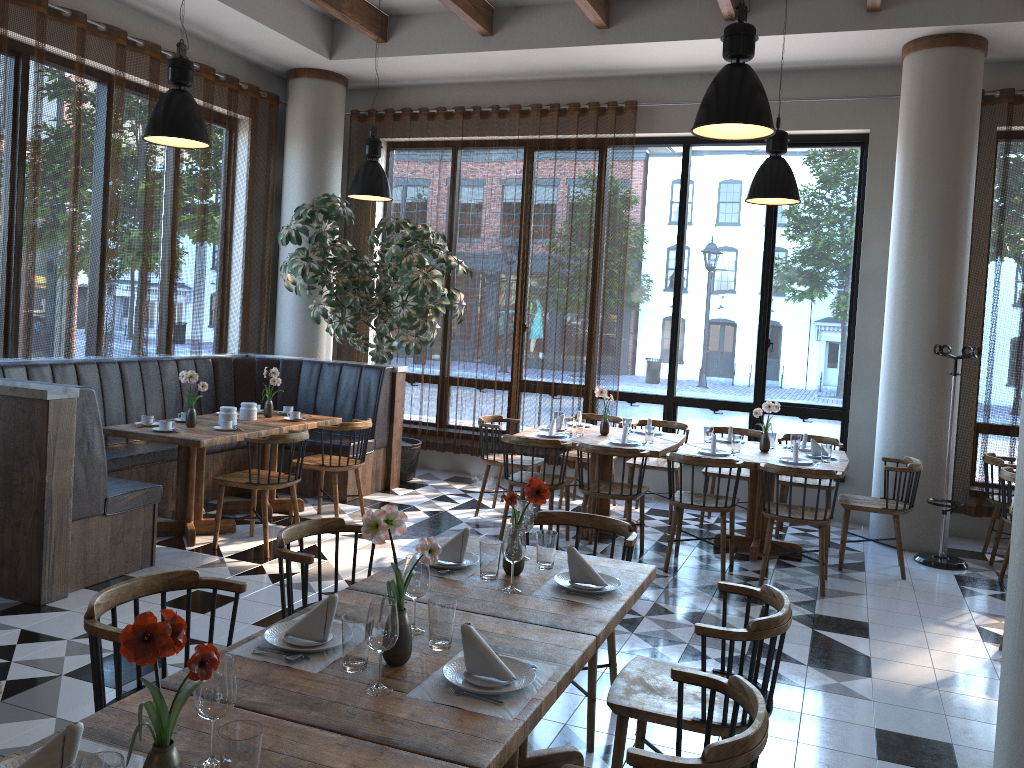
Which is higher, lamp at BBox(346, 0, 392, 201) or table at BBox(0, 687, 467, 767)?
lamp at BBox(346, 0, 392, 201)

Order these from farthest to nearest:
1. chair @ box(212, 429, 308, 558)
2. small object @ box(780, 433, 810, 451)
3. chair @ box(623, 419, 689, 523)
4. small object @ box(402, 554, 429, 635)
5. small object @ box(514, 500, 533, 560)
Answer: chair @ box(623, 419, 689, 523), small object @ box(780, 433, 810, 451), chair @ box(212, 429, 308, 558), small object @ box(514, 500, 533, 560), small object @ box(402, 554, 429, 635)

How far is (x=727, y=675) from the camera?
2.68m

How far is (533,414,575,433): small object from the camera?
7.23m

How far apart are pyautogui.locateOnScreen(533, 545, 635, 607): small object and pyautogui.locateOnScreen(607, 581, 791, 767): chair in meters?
0.3

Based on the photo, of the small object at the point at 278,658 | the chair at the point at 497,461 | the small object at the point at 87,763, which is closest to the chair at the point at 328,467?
the chair at the point at 497,461

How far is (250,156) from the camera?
8.7 meters

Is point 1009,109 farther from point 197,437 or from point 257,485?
point 197,437

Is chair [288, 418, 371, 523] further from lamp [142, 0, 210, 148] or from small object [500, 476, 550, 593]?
small object [500, 476, 550, 593]

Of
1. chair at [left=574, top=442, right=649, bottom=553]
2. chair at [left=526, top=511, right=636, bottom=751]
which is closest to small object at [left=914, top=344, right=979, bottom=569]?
chair at [left=574, top=442, right=649, bottom=553]
